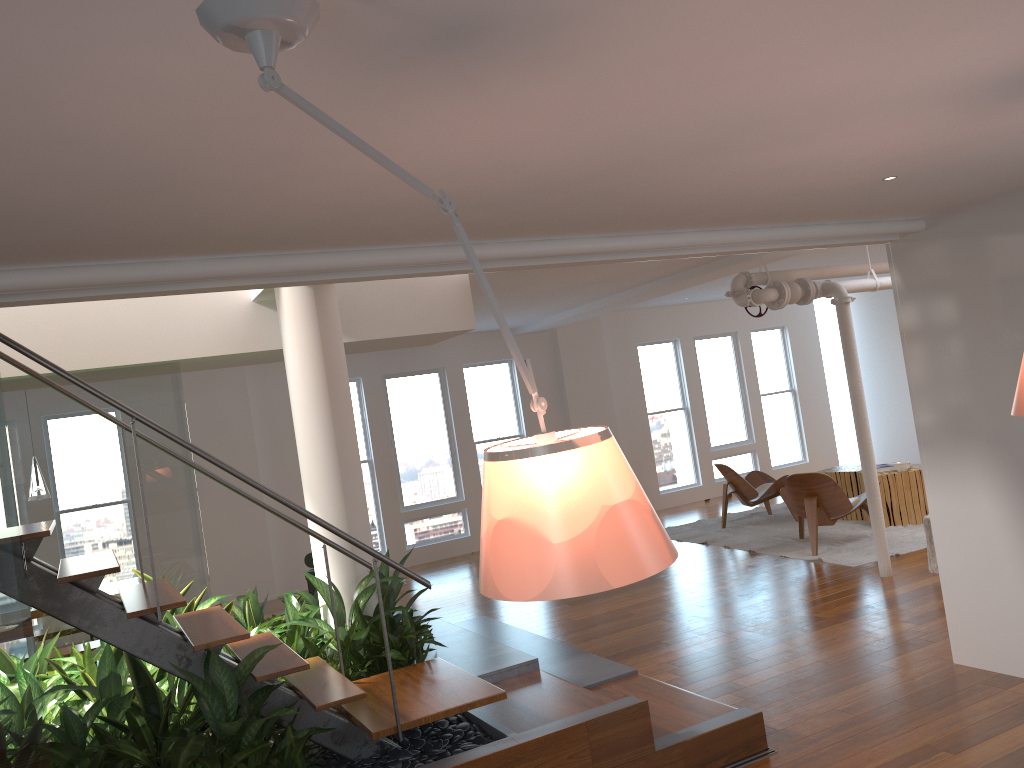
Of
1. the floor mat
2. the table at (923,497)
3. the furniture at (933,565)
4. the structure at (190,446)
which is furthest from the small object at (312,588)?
the table at (923,497)

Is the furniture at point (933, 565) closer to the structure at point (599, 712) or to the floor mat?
the floor mat

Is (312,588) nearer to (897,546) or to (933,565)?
(933,565)

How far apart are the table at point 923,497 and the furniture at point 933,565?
1.9 meters

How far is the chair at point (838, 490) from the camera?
7.9m

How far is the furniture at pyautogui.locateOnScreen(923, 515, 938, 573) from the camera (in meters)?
6.65

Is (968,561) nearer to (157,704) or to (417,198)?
(417,198)

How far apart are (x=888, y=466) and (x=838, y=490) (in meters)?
1.25

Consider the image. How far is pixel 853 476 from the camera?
9.2m

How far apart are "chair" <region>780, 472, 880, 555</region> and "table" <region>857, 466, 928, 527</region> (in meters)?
0.49
